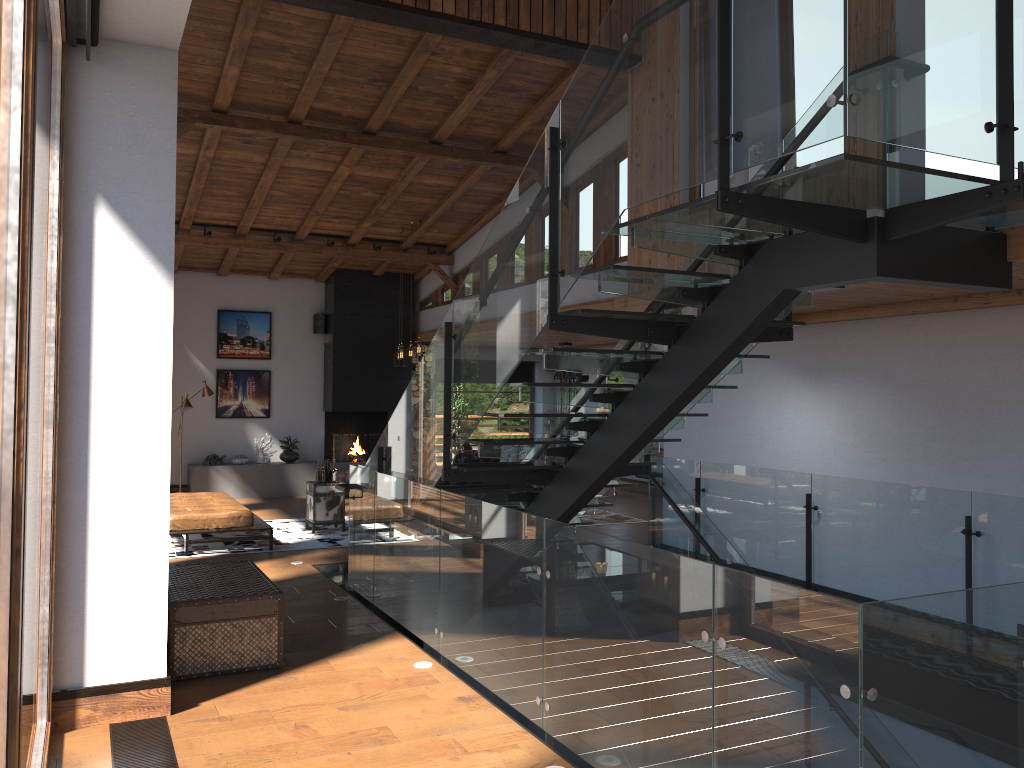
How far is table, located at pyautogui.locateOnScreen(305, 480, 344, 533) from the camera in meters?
10.8

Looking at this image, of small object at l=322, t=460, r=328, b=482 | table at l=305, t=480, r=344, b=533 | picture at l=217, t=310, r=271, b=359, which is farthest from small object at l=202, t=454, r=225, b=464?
small object at l=322, t=460, r=328, b=482

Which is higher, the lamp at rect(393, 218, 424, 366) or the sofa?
the lamp at rect(393, 218, 424, 366)

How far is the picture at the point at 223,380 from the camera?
14.9 meters

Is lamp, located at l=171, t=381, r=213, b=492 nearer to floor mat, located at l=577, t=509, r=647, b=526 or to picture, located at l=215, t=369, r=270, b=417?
picture, located at l=215, t=369, r=270, b=417

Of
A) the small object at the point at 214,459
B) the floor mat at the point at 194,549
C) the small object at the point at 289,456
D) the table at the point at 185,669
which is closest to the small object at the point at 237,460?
the small object at the point at 214,459

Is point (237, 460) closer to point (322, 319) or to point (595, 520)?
point (322, 319)

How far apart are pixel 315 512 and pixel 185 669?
5.54m

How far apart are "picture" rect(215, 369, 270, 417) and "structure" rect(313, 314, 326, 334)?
1.12m

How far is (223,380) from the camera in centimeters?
1488cm
